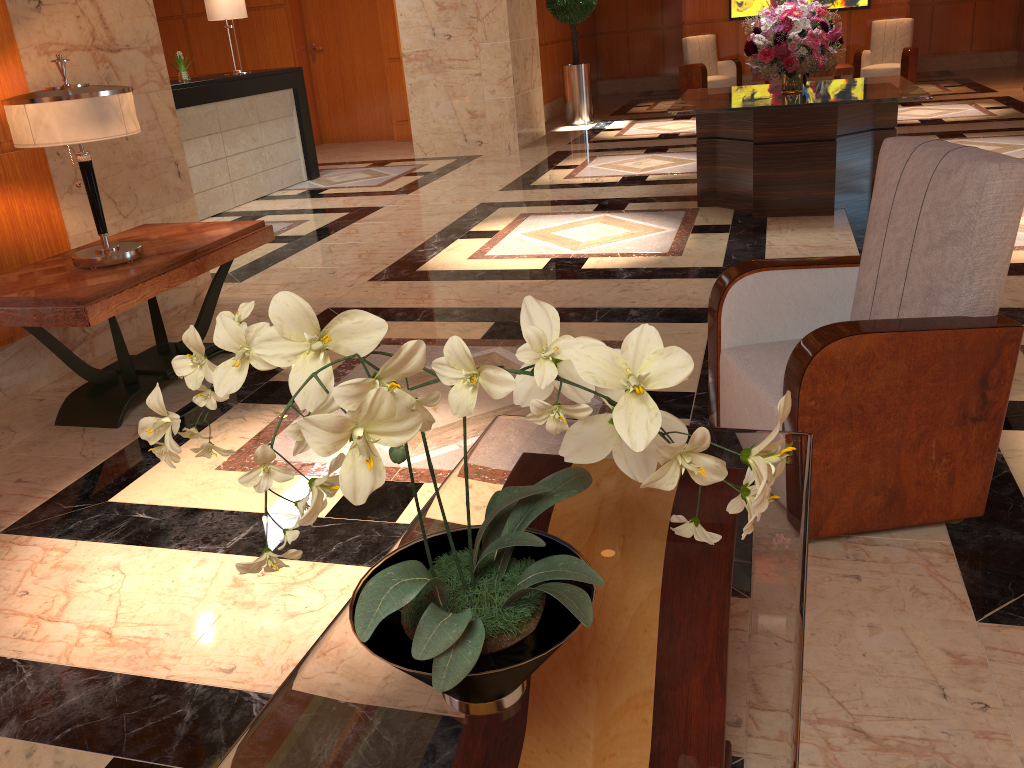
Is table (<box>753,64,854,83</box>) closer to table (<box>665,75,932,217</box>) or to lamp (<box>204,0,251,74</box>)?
table (<box>665,75,932,217</box>)

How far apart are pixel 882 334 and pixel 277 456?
2.1m

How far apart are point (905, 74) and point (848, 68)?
2.2 meters

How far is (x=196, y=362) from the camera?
1.1 meters

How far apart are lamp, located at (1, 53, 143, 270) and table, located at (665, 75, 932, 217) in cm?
346

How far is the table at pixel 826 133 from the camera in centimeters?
563cm

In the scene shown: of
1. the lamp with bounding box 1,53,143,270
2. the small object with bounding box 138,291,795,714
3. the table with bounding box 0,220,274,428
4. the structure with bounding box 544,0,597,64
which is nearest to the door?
the structure with bounding box 544,0,597,64

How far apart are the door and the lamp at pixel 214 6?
3.6 meters

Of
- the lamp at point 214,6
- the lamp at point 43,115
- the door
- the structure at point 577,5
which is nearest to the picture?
the structure at point 577,5

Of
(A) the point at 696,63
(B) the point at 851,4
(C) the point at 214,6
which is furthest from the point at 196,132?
(B) the point at 851,4
